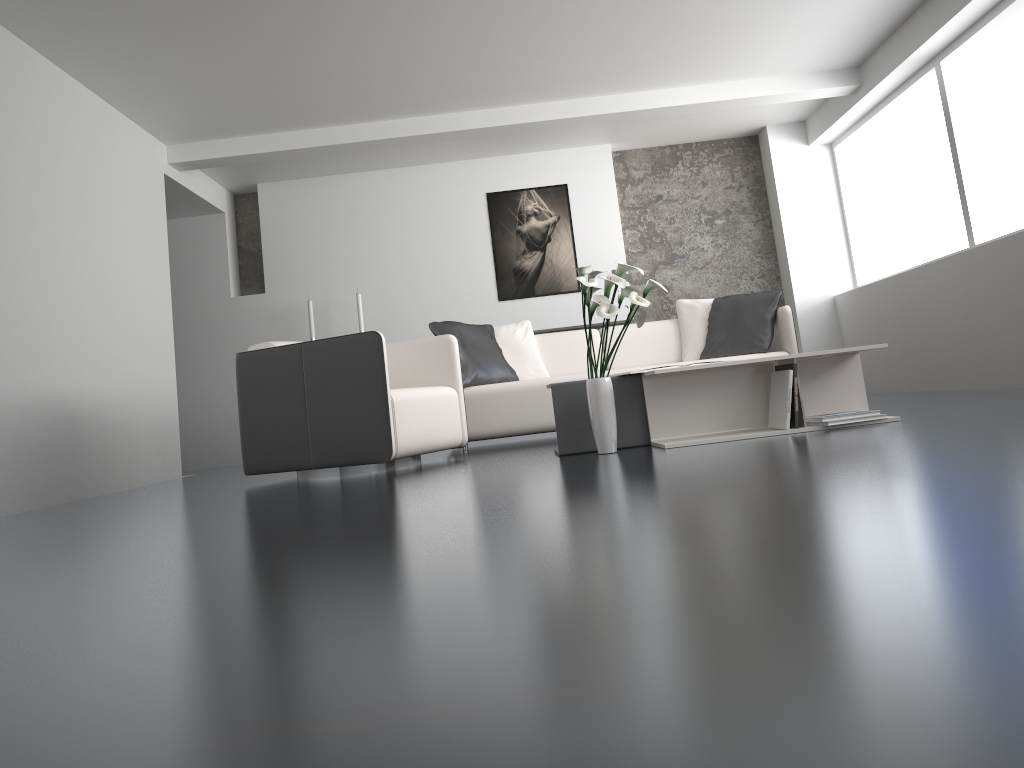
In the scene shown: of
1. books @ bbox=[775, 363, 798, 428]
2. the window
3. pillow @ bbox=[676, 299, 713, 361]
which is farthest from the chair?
the window

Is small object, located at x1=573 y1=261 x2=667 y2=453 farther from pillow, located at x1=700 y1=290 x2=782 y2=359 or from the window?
the window

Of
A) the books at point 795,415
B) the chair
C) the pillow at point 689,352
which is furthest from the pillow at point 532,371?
the books at point 795,415

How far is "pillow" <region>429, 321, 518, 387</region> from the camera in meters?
5.5 m

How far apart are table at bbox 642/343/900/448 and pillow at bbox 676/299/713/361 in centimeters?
201cm

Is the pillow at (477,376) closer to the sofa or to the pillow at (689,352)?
the sofa

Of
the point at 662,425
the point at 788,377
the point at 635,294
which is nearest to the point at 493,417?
the point at 662,425

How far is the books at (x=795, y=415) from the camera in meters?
3.6 m

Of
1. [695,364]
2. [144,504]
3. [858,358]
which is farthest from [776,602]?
[144,504]

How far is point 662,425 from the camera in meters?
3.9
